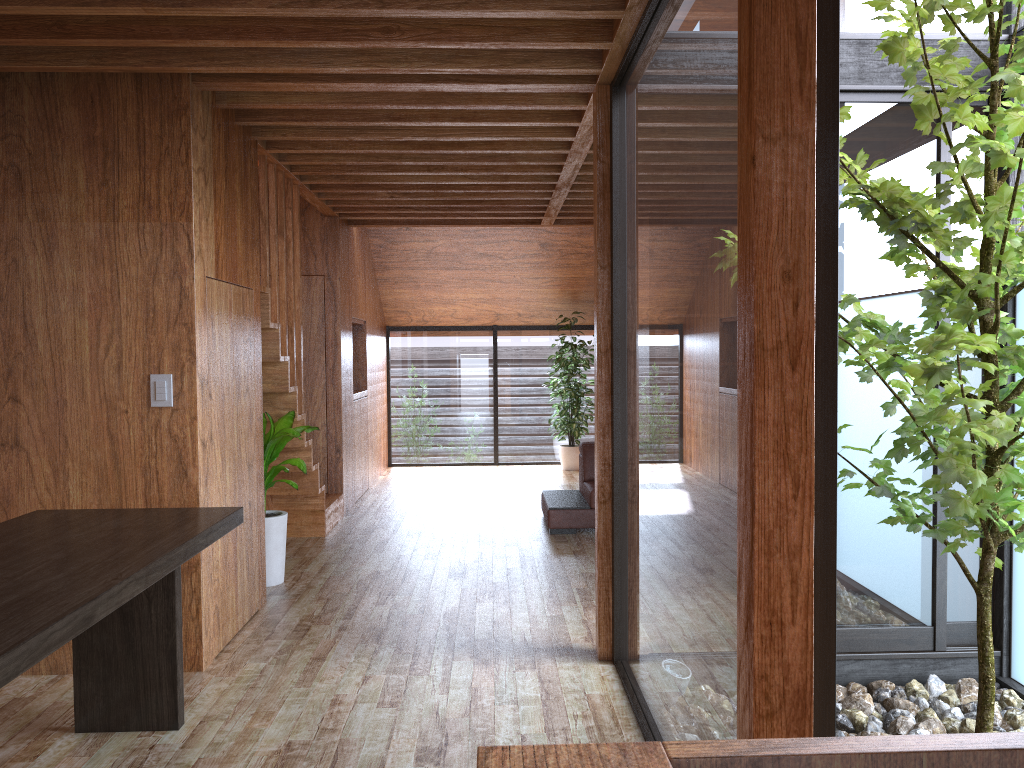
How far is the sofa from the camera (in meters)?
6.05

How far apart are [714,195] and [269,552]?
3.53m

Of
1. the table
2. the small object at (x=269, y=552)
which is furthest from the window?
the small object at (x=269, y=552)

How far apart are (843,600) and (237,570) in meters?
2.6

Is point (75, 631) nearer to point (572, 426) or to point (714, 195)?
point (714, 195)

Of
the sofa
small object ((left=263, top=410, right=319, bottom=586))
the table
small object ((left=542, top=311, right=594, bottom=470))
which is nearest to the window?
small object ((left=542, top=311, right=594, bottom=470))

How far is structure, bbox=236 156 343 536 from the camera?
4.8m

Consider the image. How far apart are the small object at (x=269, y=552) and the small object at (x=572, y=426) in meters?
4.3

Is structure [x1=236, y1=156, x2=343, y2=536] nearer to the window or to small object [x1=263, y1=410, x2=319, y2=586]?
small object [x1=263, y1=410, x2=319, y2=586]

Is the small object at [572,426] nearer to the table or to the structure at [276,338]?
the structure at [276,338]
